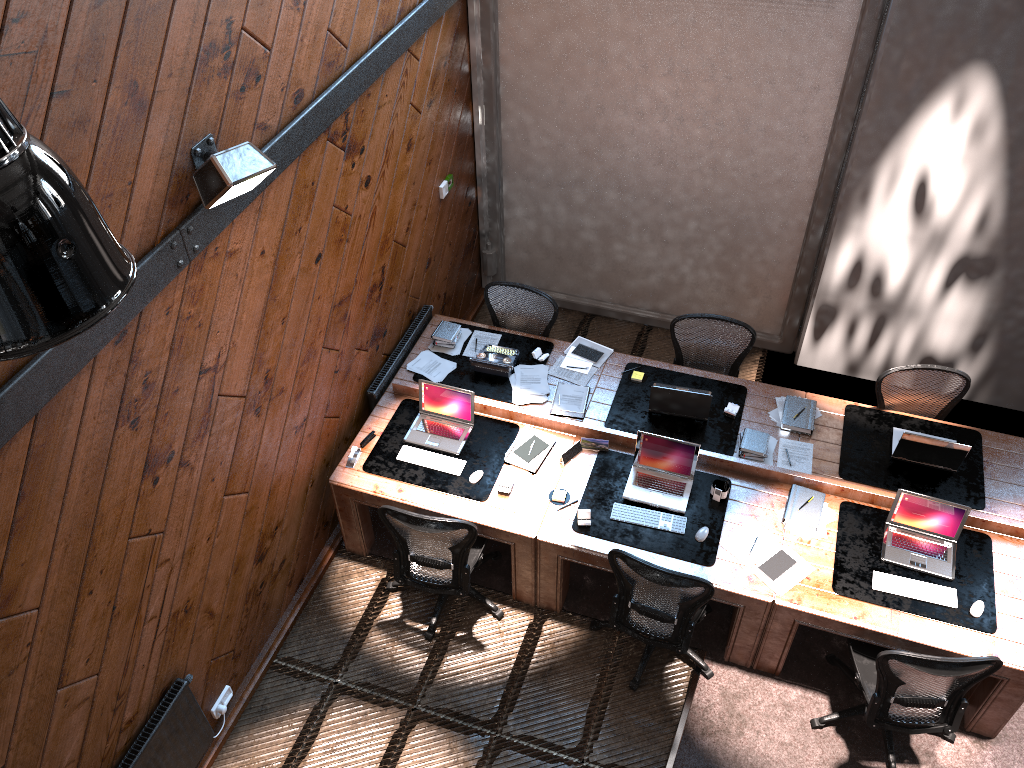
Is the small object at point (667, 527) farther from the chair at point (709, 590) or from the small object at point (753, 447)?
the small object at point (753, 447)

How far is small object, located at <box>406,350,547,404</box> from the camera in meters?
6.0

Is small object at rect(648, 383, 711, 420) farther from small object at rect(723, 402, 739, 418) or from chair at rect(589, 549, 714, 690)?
chair at rect(589, 549, 714, 690)

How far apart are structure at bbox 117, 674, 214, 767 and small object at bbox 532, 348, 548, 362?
3.04m

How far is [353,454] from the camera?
5.6 meters

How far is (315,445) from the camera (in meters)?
5.52

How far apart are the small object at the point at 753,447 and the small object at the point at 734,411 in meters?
0.2

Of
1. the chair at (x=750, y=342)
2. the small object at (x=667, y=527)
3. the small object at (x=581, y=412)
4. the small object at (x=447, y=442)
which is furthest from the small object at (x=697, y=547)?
the chair at (x=750, y=342)

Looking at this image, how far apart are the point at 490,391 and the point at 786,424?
1.97m

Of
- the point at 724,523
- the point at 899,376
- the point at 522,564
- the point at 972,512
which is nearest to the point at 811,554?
the point at 724,523
